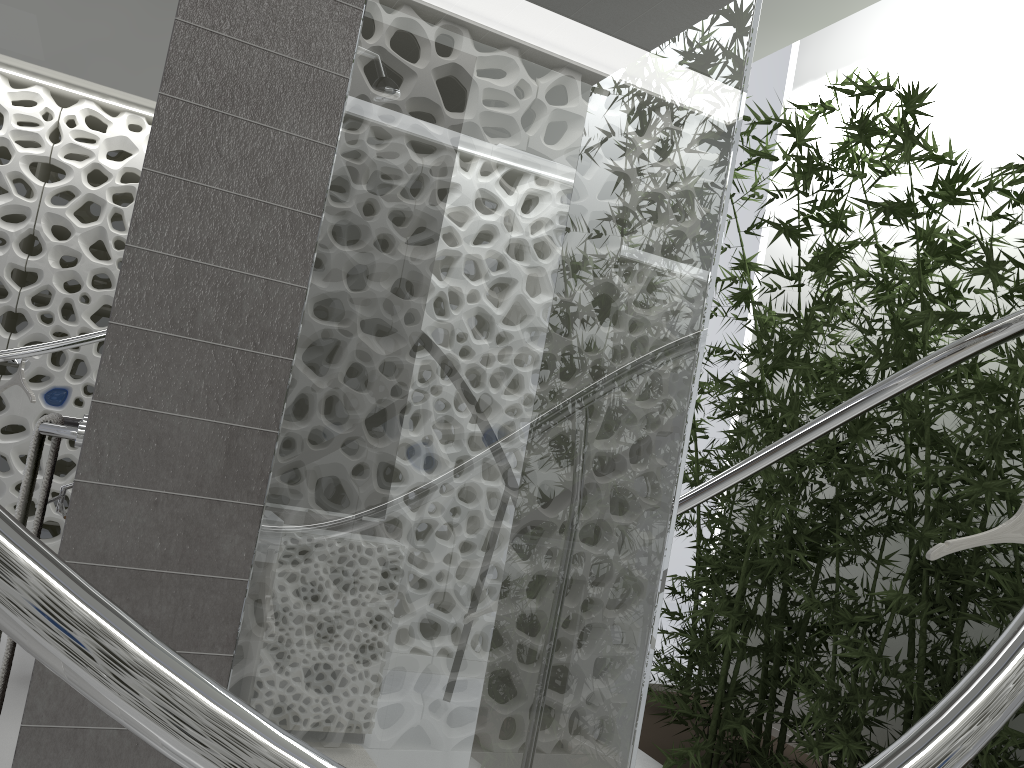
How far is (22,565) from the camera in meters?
0.6 m

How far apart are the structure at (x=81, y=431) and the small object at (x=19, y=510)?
0.04m

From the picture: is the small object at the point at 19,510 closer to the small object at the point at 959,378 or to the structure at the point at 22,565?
the structure at the point at 22,565

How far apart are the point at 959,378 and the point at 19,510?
3.4 meters

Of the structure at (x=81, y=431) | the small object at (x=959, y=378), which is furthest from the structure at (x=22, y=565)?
the structure at (x=81, y=431)

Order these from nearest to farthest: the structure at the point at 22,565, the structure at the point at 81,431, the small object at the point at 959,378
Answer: the structure at the point at 22,565
the structure at the point at 81,431
the small object at the point at 959,378

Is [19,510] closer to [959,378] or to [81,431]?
[81,431]

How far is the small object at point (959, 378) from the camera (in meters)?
3.65

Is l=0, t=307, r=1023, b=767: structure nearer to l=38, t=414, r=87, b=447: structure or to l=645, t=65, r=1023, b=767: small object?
l=645, t=65, r=1023, b=767: small object

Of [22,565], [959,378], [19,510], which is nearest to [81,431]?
[19,510]
